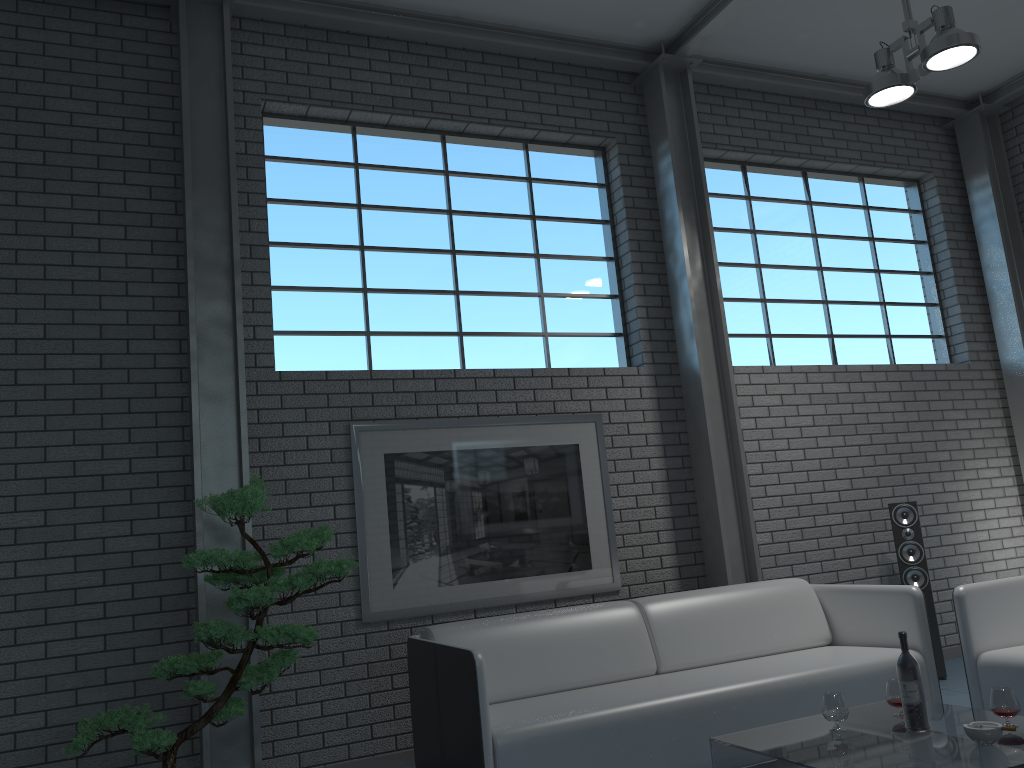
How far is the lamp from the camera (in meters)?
4.20

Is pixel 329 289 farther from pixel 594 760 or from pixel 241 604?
pixel 594 760

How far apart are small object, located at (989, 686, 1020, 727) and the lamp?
2.9 meters

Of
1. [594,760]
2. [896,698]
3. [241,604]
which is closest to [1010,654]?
[896,698]

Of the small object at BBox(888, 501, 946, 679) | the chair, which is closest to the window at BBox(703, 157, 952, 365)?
the small object at BBox(888, 501, 946, 679)

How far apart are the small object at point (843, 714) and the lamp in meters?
3.0

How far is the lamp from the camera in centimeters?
420cm

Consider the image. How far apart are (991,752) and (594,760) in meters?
1.3 m

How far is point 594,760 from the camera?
3.30m

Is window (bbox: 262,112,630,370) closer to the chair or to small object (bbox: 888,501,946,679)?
small object (bbox: 888,501,946,679)
